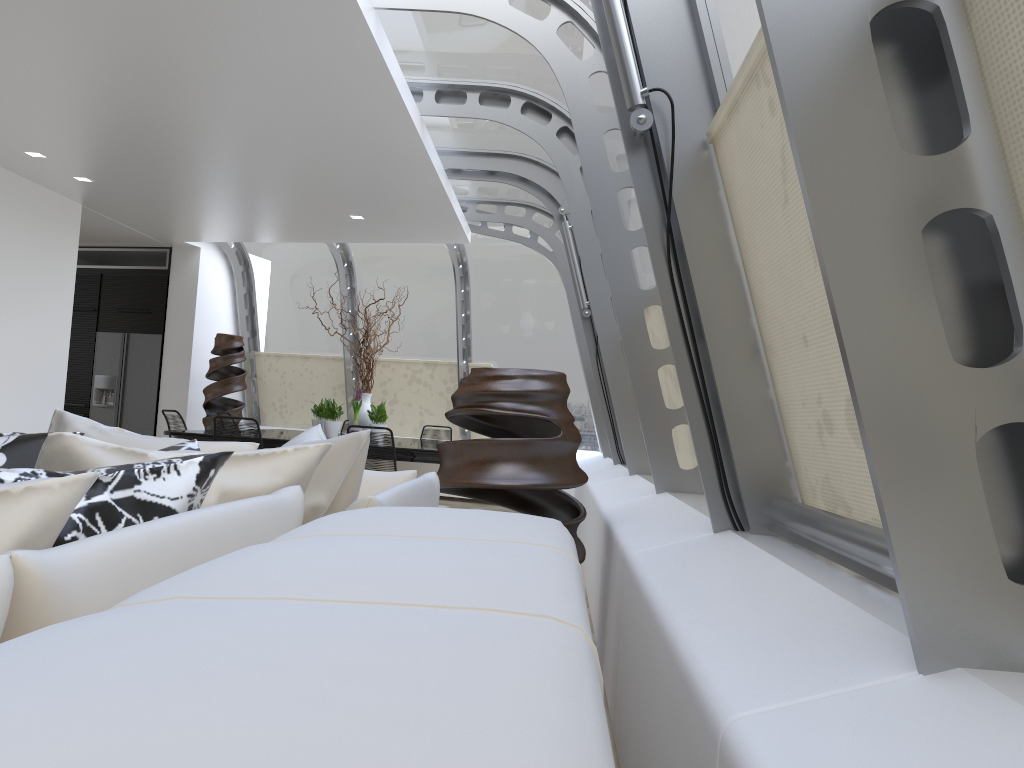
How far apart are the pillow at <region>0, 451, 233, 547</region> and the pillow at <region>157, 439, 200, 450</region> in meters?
0.9

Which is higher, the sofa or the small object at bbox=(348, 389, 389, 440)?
the small object at bbox=(348, 389, 389, 440)

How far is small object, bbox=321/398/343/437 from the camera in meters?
8.1

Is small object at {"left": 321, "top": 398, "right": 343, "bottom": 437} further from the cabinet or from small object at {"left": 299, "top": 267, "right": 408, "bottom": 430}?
the cabinet

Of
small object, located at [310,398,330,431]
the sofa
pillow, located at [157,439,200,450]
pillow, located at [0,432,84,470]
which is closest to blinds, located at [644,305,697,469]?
the sofa

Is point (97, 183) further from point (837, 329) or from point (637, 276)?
point (837, 329)

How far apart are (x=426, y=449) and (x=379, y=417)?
1.42m

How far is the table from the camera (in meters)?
6.85

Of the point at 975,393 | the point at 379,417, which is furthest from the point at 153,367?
the point at 975,393

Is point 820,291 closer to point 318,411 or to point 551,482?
point 551,482
